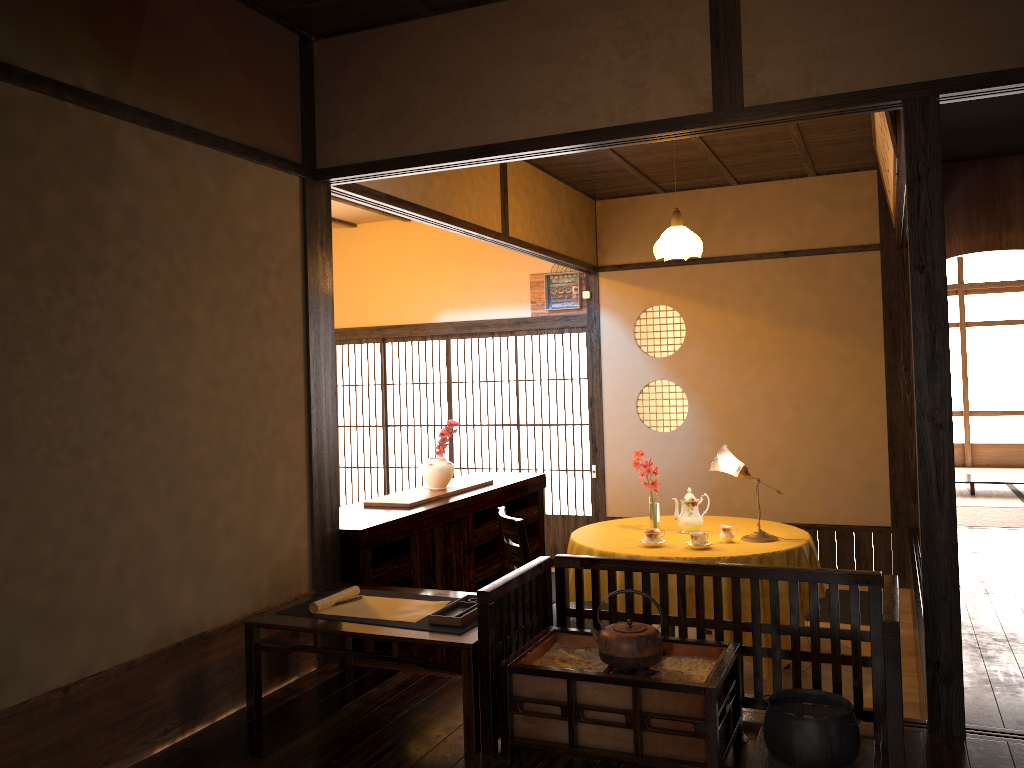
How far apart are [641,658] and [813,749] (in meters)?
0.52

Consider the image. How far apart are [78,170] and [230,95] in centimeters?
79cm

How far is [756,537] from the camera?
4.7 meters

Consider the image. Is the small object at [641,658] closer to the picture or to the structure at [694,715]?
the structure at [694,715]

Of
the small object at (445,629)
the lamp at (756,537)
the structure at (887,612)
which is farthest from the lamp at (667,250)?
the small object at (445,629)

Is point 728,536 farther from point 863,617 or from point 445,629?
point 445,629

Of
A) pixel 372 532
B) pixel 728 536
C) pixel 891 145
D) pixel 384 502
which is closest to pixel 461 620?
pixel 372 532

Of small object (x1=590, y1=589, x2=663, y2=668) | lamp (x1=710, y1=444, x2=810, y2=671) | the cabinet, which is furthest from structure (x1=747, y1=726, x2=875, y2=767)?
lamp (x1=710, y1=444, x2=810, y2=671)

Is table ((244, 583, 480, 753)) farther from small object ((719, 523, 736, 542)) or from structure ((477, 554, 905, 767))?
small object ((719, 523, 736, 542))

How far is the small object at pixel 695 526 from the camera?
4.9m
